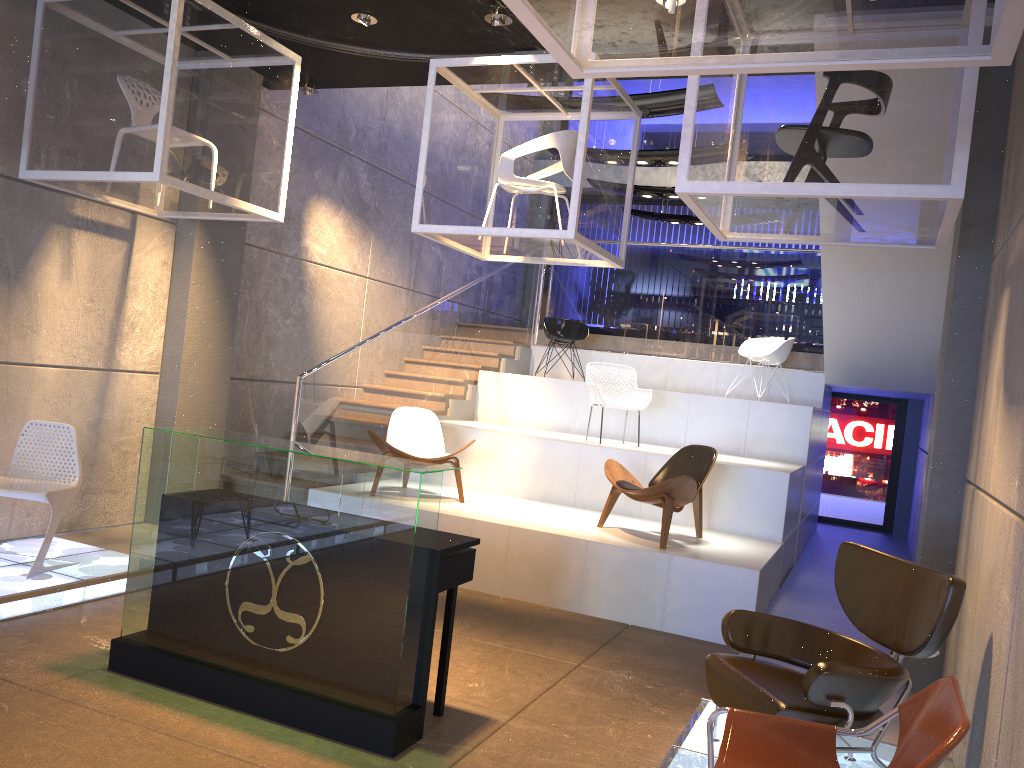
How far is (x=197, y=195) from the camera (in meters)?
5.62

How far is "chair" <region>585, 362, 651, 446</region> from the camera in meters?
8.6

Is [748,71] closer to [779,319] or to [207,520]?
[207,520]

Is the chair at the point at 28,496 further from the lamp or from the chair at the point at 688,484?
the chair at the point at 688,484

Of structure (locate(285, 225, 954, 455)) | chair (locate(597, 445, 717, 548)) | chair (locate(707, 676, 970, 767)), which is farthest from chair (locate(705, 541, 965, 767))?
structure (locate(285, 225, 954, 455))

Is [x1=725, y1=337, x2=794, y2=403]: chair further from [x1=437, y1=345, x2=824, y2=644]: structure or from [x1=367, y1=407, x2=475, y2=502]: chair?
[x1=367, y1=407, x2=475, y2=502]: chair

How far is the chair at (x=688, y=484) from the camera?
6.5 meters

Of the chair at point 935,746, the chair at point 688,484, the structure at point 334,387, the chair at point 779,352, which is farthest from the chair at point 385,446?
the chair at point 935,746

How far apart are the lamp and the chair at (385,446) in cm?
321

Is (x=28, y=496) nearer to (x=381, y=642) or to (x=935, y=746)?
(x=381, y=642)
